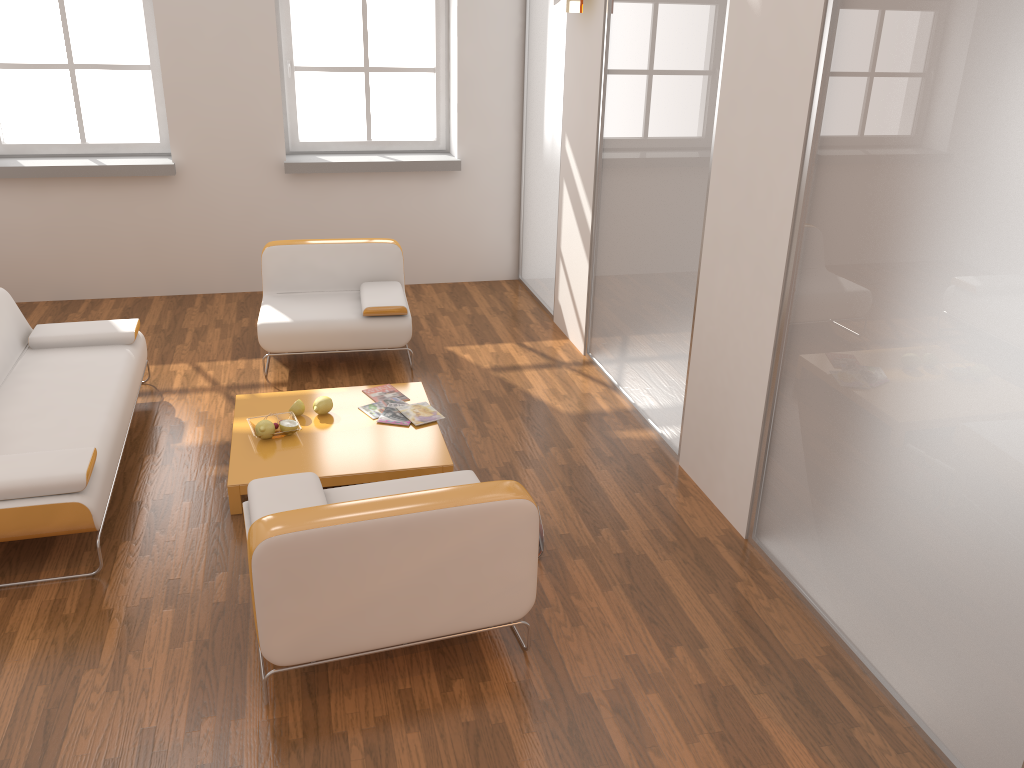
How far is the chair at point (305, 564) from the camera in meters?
2.7 m

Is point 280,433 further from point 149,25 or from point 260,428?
A: point 149,25

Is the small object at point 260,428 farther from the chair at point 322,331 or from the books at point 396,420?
the chair at point 322,331

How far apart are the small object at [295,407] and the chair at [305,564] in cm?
114

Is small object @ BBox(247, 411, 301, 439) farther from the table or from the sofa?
the sofa

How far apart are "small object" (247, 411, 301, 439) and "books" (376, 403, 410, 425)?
0.4m

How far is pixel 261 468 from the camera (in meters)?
4.01

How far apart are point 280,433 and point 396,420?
0.58m

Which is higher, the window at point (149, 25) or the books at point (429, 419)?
the window at point (149, 25)

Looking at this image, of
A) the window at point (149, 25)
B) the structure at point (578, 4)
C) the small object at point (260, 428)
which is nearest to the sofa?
the small object at point (260, 428)
